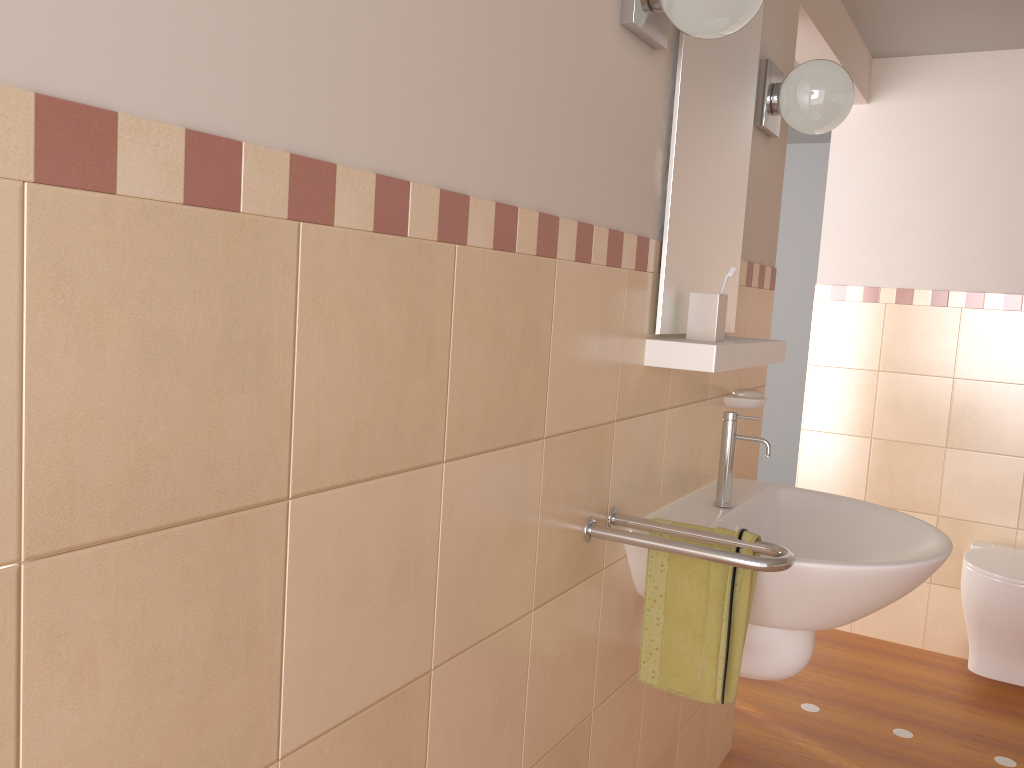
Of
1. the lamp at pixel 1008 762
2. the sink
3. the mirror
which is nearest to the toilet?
the lamp at pixel 1008 762

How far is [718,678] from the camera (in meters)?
1.47

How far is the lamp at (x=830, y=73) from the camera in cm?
204

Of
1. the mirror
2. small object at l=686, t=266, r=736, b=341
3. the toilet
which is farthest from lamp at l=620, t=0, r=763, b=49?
the toilet

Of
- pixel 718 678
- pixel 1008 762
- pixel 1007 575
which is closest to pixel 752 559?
pixel 718 678

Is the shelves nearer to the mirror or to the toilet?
the mirror

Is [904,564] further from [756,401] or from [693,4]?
[693,4]

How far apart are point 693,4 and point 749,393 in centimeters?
103cm

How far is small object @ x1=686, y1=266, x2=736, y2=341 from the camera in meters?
1.7 m

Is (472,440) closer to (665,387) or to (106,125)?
(106,125)
